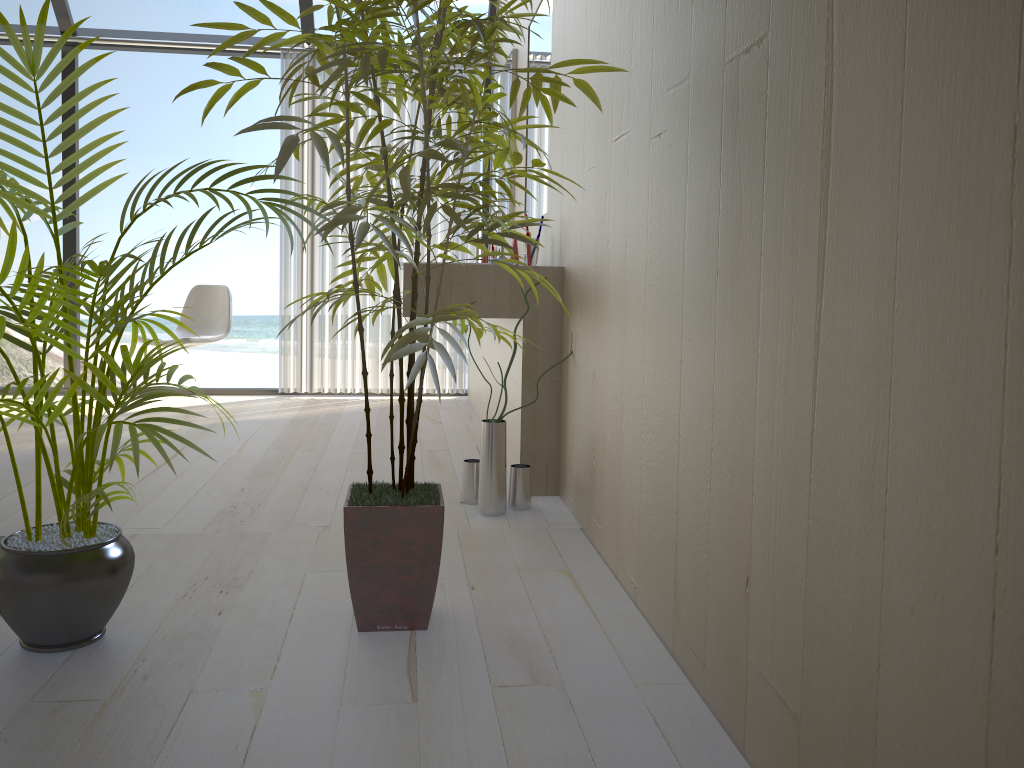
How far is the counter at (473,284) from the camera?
2.90m

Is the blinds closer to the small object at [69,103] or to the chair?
the chair

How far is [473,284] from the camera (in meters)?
2.90

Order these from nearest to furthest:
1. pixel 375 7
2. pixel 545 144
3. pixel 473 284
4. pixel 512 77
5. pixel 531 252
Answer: pixel 375 7 → pixel 473 284 → pixel 531 252 → pixel 545 144 → pixel 512 77

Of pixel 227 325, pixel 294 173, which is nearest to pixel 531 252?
pixel 227 325

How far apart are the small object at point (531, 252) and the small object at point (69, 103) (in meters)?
1.36

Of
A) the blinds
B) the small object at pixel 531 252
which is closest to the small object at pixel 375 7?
the small object at pixel 531 252

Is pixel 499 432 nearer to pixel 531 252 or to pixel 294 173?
pixel 531 252

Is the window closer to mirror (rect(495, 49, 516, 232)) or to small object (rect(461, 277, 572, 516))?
mirror (rect(495, 49, 516, 232))

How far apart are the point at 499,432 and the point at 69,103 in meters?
1.5 m
